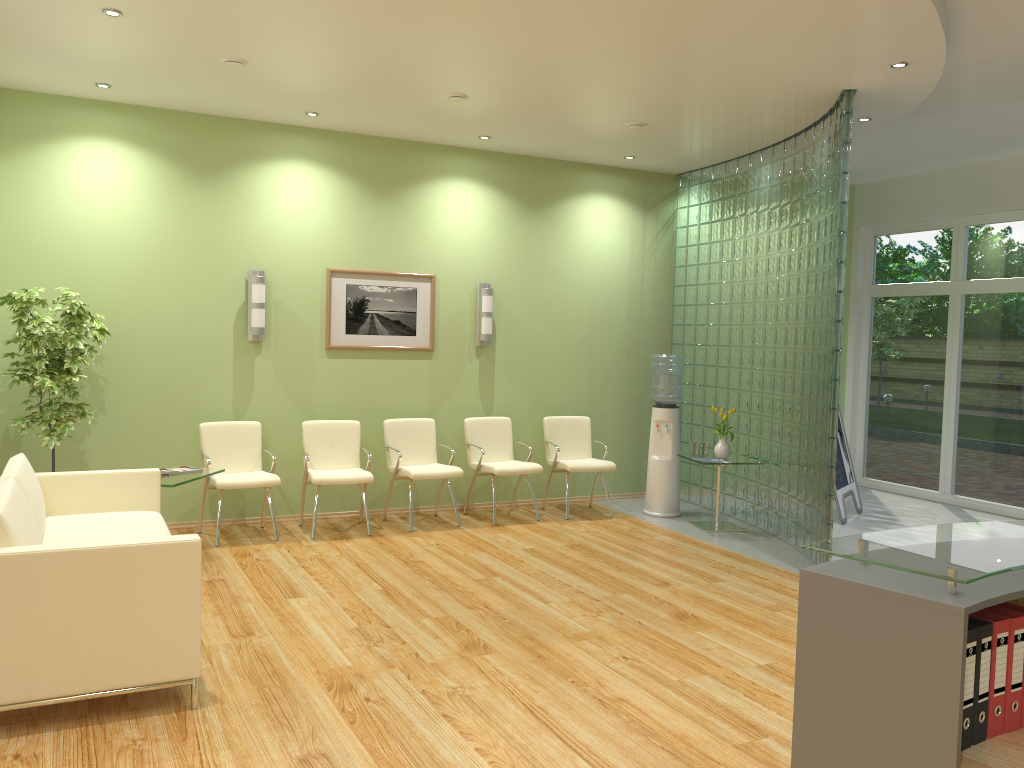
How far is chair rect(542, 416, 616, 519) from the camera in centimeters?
806cm

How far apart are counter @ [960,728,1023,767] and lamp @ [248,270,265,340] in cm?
621

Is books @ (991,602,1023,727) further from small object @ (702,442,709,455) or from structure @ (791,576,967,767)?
small object @ (702,442,709,455)

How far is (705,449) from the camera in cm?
791

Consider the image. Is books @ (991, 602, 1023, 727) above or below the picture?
below

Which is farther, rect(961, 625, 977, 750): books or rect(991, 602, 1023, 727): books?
rect(991, 602, 1023, 727): books

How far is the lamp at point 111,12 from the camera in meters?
4.8 m

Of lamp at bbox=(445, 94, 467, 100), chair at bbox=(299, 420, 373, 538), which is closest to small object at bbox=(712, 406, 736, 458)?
chair at bbox=(299, 420, 373, 538)

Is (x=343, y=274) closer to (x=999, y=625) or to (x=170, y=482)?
(x=170, y=482)

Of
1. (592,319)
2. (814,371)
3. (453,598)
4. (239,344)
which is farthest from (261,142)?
(814,371)
